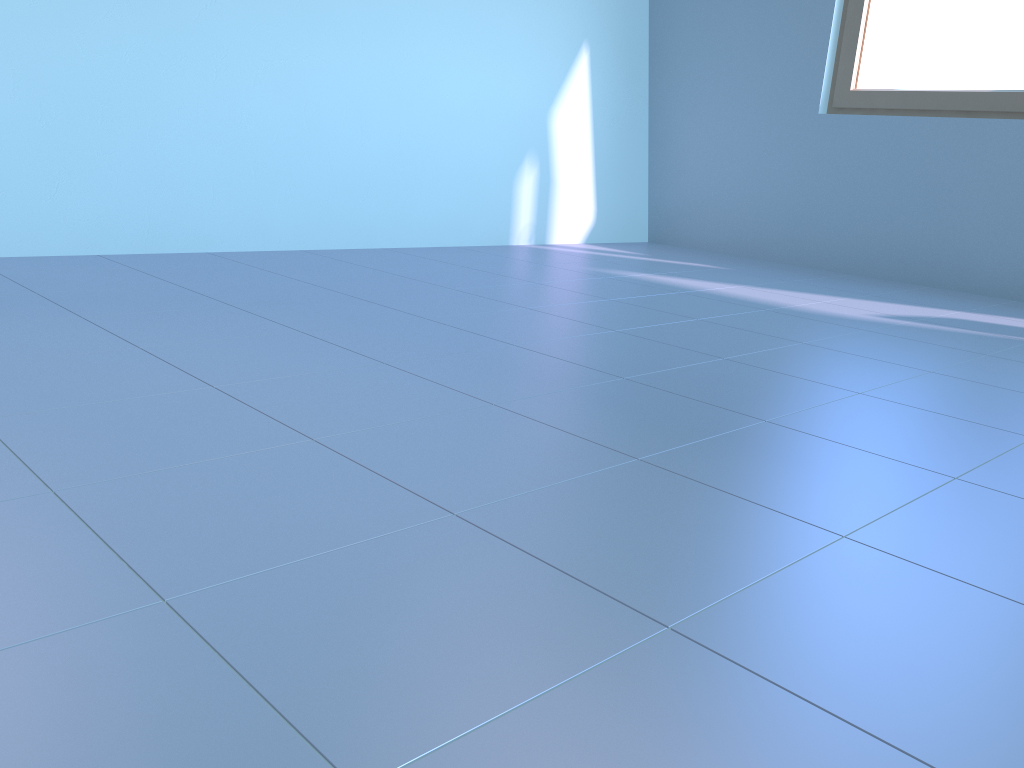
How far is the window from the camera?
3.7m

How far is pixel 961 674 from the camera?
0.88m

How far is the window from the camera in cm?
366

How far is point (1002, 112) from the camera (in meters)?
3.66

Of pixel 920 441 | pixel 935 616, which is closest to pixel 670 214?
→ pixel 920 441
